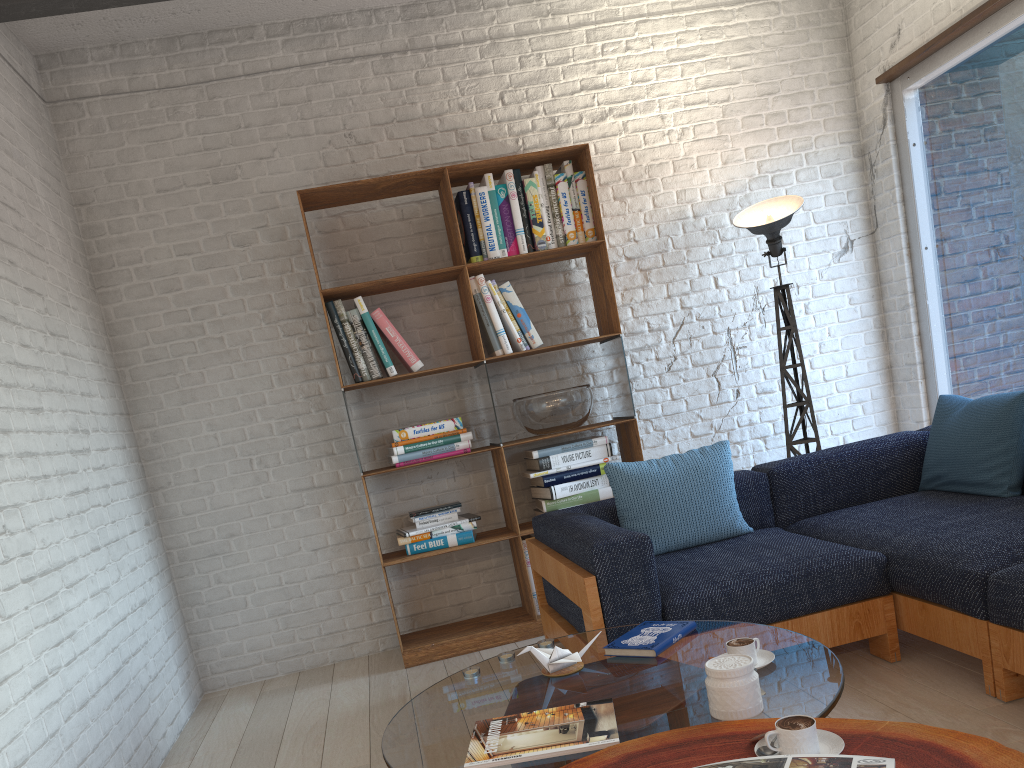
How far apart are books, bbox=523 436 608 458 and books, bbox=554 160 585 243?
1.0 meters

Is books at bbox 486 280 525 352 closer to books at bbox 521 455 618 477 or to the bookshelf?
the bookshelf

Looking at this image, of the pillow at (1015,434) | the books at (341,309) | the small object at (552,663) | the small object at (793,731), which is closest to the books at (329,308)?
the books at (341,309)

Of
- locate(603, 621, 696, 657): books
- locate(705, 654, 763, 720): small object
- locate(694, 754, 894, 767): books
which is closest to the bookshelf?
locate(603, 621, 696, 657): books

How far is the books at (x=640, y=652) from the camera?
2.2m

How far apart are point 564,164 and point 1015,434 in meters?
2.3

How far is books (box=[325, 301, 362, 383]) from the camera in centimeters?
404cm

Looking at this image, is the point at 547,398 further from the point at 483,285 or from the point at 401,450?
the point at 401,450

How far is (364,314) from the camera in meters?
4.1

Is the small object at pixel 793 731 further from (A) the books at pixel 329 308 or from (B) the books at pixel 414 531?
(A) the books at pixel 329 308
